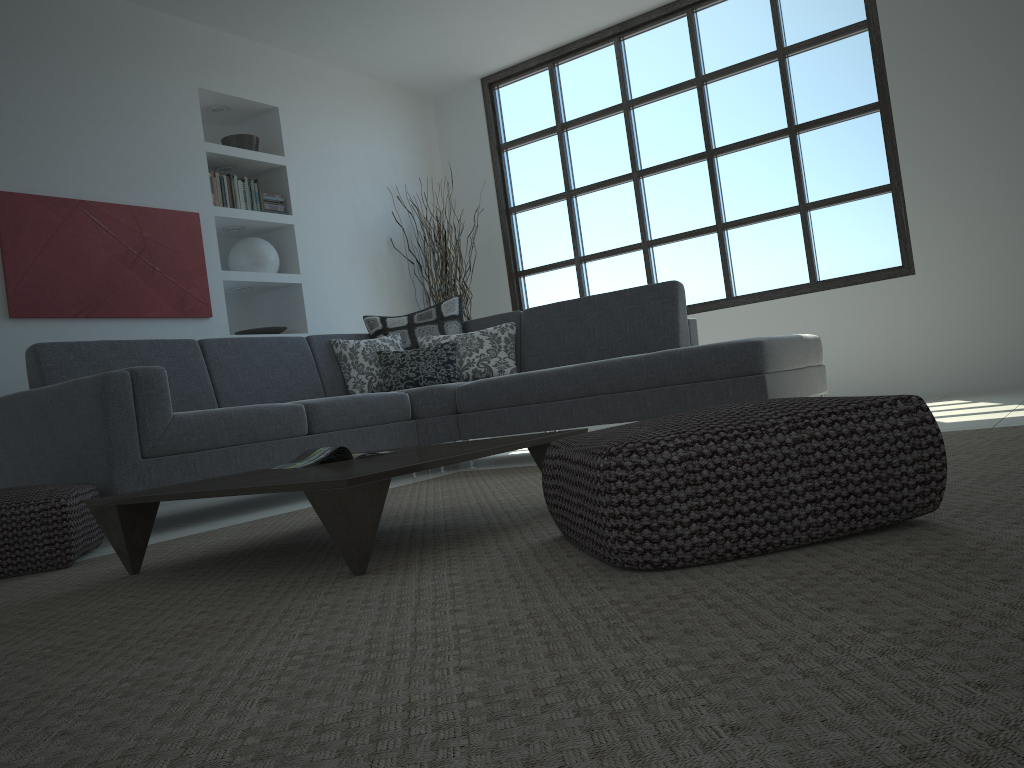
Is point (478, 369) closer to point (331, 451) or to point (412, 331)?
point (412, 331)

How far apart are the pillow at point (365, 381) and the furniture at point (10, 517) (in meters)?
2.08

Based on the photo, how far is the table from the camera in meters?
1.9

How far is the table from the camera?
1.88m

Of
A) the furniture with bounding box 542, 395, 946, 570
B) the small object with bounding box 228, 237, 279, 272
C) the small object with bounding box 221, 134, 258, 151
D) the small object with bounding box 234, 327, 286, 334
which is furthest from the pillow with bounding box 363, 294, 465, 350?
the furniture with bounding box 542, 395, 946, 570

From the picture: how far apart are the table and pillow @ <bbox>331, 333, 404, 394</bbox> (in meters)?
2.39

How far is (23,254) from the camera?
4.58m

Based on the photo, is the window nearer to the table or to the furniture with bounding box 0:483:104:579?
the table

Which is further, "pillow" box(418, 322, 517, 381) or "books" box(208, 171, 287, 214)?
"books" box(208, 171, 287, 214)

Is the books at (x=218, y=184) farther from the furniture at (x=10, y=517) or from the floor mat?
the furniture at (x=10, y=517)
